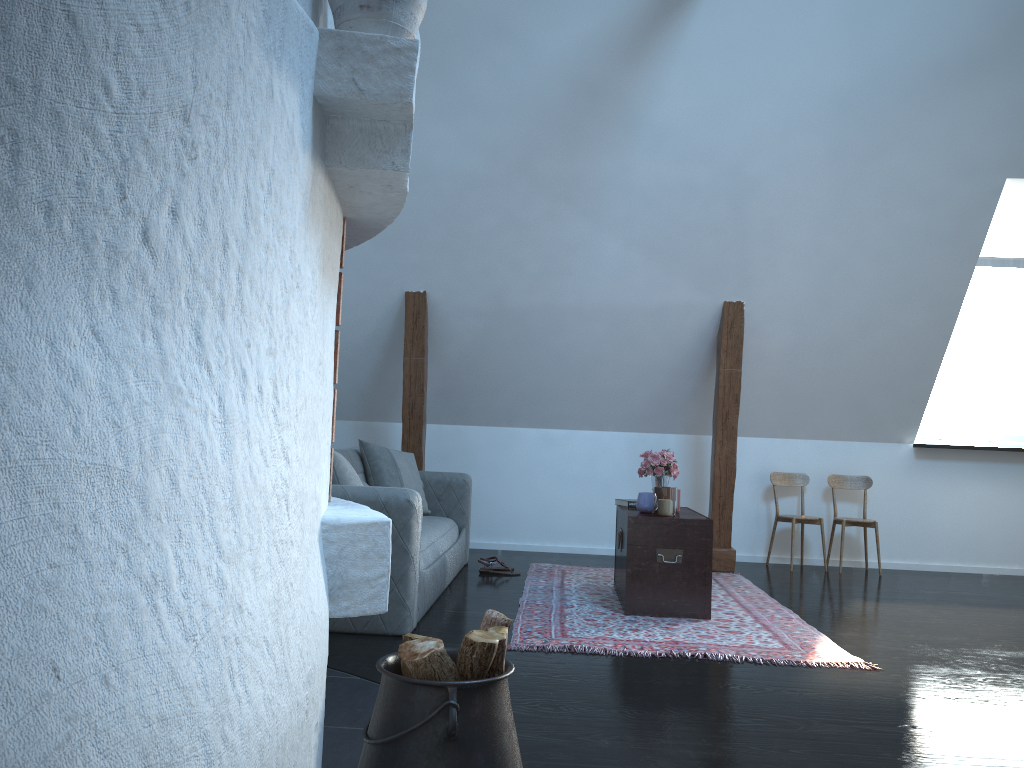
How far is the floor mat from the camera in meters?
3.7 m

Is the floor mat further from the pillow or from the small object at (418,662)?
the small object at (418,662)

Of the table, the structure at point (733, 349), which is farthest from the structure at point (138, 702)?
the structure at point (733, 349)

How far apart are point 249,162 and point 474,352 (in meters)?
5.13

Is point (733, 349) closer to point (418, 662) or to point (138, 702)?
point (418, 662)

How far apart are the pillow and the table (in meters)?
1.33

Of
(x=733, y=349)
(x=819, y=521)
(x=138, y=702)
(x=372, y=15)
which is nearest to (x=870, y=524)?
(x=819, y=521)

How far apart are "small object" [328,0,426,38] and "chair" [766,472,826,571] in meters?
5.3 m

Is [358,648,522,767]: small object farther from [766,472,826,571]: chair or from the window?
the window

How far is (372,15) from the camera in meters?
1.7
